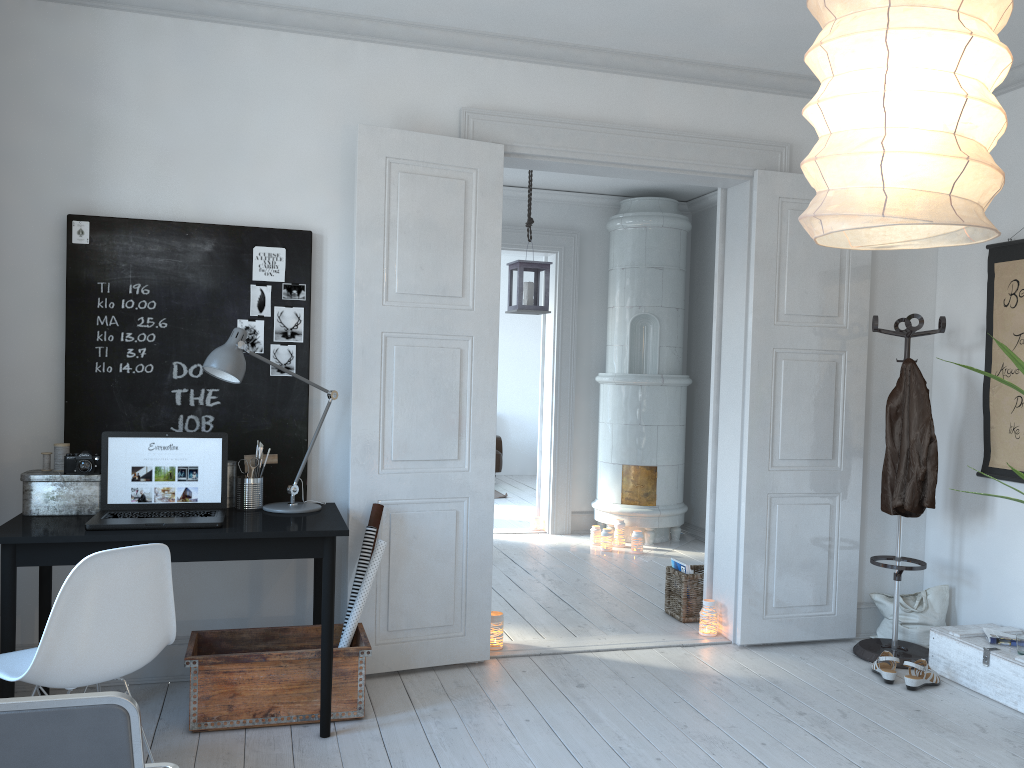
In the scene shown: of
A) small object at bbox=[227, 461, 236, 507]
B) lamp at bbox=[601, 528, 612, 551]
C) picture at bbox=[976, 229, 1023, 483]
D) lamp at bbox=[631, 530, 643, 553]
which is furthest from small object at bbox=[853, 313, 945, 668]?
small object at bbox=[227, 461, 236, 507]

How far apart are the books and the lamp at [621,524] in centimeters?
188cm

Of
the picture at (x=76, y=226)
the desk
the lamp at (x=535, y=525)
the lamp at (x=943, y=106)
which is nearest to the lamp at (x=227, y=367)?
the desk

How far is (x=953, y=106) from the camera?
1.4m

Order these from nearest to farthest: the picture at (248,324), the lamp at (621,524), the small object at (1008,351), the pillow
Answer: the small object at (1008,351)
the picture at (248,324)
the pillow
the lamp at (621,524)

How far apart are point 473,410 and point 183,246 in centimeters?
140cm

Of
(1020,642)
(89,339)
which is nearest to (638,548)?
(1020,642)

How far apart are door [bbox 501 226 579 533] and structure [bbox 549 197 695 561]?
0.2 meters

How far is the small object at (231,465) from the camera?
3.5 meters

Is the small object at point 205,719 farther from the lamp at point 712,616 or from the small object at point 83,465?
the lamp at point 712,616
